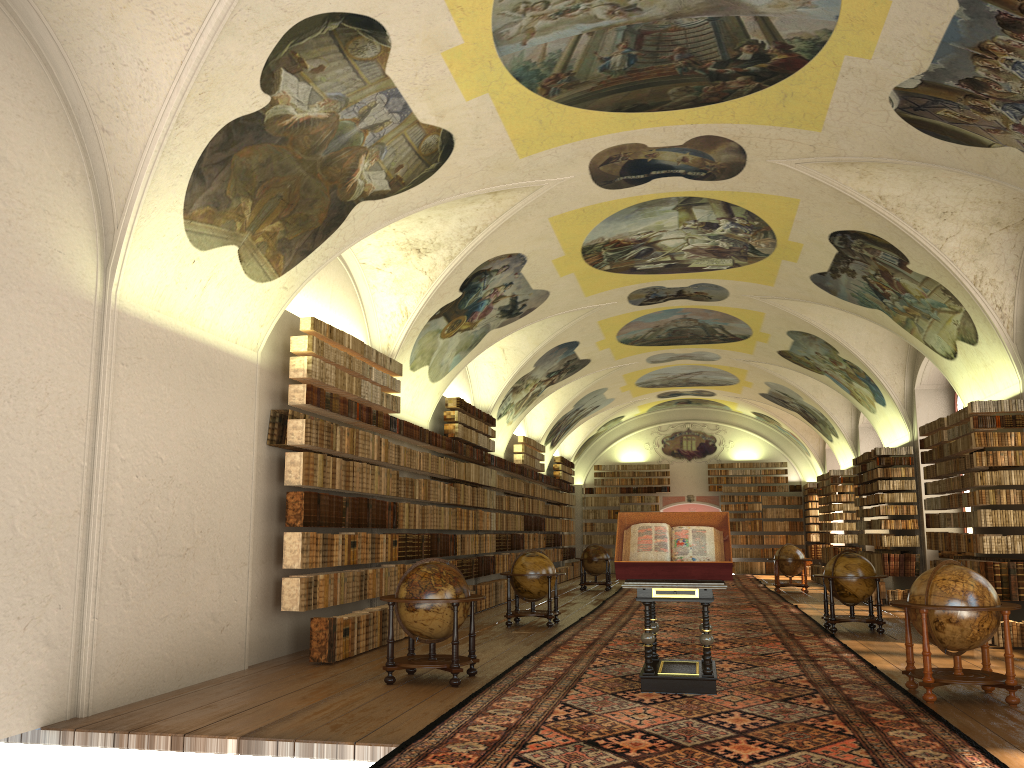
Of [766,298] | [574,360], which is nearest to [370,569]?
[766,298]

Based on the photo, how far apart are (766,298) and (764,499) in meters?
19.4

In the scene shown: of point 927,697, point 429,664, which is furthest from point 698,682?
point 429,664

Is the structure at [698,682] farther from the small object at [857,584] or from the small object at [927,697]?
the small object at [857,584]

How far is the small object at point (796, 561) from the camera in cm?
2610

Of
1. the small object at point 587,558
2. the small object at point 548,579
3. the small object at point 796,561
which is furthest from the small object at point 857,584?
the small object at point 587,558

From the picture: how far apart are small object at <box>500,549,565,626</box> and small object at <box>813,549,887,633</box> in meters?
4.8

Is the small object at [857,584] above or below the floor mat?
above

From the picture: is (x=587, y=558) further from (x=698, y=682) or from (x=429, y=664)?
(x=698, y=682)

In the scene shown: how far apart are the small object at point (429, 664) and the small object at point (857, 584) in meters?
7.7 m
